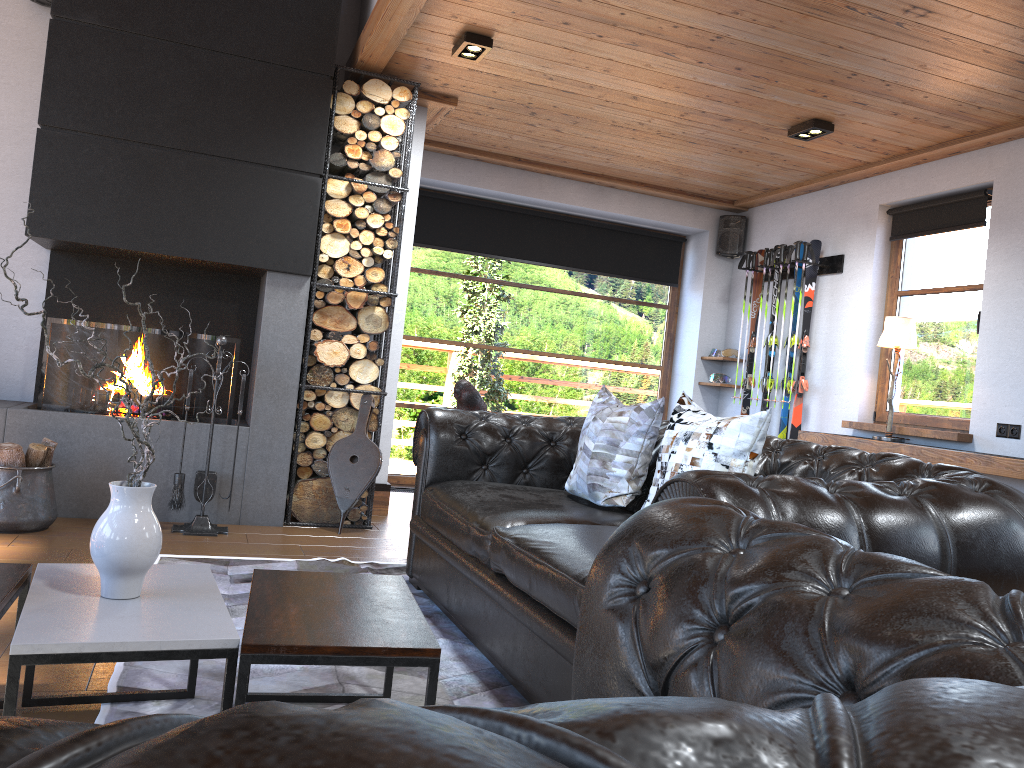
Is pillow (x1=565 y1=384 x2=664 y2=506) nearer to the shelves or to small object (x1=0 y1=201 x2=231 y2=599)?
small object (x1=0 y1=201 x2=231 y2=599)

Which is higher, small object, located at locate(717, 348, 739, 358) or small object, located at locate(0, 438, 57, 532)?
small object, located at locate(717, 348, 739, 358)

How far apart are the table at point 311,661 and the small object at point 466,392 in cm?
197

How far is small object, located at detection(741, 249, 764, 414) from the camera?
7.1m

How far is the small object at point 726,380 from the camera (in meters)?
7.43

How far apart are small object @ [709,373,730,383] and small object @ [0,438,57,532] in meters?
5.0 m

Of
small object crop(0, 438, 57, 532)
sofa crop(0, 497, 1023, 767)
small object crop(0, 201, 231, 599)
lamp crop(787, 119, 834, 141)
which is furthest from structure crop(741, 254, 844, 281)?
sofa crop(0, 497, 1023, 767)

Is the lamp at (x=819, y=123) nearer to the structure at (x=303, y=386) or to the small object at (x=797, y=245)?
the small object at (x=797, y=245)

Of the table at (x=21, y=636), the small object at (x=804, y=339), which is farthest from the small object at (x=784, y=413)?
the table at (x=21, y=636)

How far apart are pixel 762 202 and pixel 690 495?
6.0 meters
